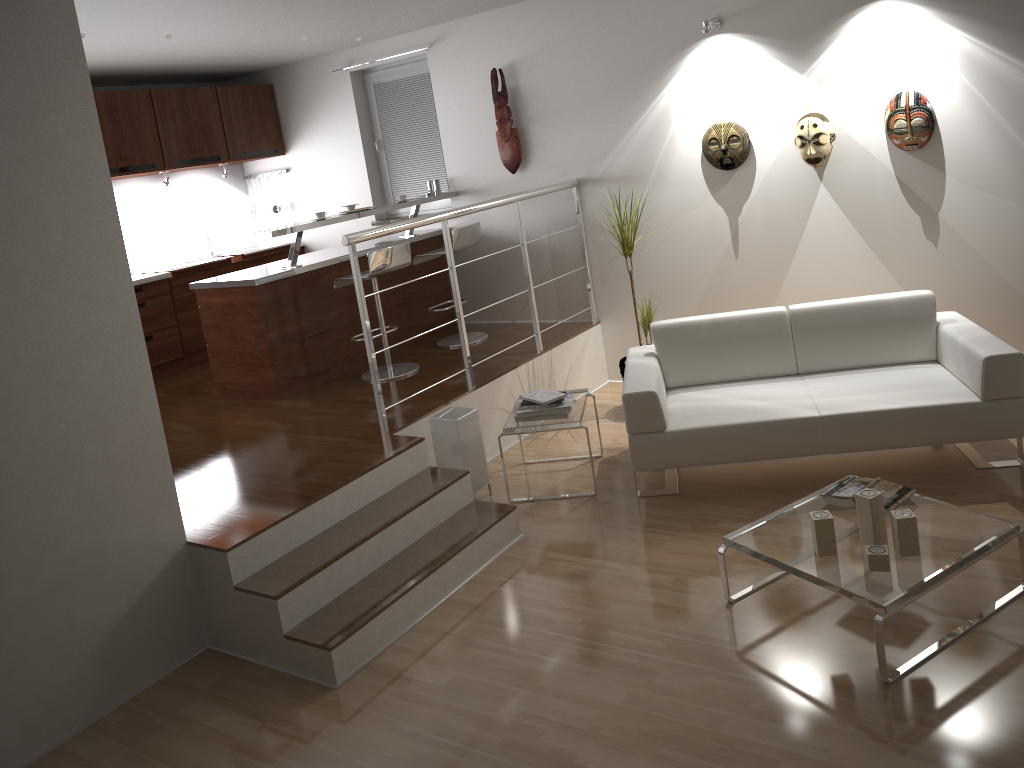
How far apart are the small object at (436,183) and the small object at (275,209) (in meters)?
1.97

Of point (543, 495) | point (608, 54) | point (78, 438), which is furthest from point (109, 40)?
point (543, 495)

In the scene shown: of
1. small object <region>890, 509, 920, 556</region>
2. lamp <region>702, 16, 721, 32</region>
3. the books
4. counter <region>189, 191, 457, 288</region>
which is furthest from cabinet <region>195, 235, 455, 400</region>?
small object <region>890, 509, 920, 556</region>

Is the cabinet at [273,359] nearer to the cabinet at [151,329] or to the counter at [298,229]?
the counter at [298,229]

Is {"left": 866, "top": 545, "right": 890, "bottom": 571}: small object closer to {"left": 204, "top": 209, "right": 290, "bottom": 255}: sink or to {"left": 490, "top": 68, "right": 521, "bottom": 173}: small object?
{"left": 490, "top": 68, "right": 521, "bottom": 173}: small object

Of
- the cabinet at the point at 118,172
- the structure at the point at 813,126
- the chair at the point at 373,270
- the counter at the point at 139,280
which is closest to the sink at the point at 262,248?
the cabinet at the point at 118,172

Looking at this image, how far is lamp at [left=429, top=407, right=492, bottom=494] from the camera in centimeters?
459cm

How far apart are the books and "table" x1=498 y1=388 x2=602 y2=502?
1.36m

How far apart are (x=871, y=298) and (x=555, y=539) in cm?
207

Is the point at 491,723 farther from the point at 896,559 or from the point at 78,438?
the point at 78,438
